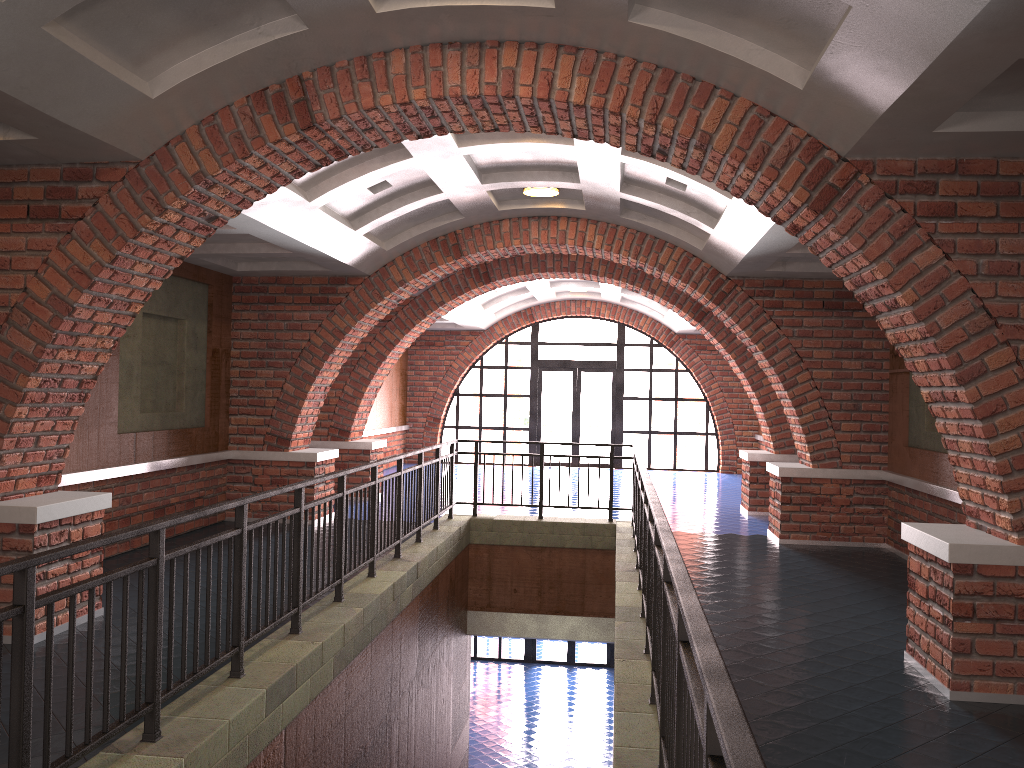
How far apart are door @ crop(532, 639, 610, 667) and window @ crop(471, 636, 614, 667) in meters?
0.9 m

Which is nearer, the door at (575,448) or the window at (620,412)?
the window at (620,412)

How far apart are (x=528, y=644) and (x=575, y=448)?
4.5 meters

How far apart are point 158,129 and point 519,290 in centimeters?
1227cm

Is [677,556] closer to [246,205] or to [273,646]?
[273,646]

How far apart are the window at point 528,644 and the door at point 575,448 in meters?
4.2 m

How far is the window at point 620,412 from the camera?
19.8 meters

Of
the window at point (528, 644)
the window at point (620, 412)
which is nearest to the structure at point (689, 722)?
the window at point (620, 412)

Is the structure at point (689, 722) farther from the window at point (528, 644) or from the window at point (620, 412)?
the window at point (528, 644)

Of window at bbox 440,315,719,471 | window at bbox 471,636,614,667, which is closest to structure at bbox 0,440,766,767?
window at bbox 440,315,719,471
